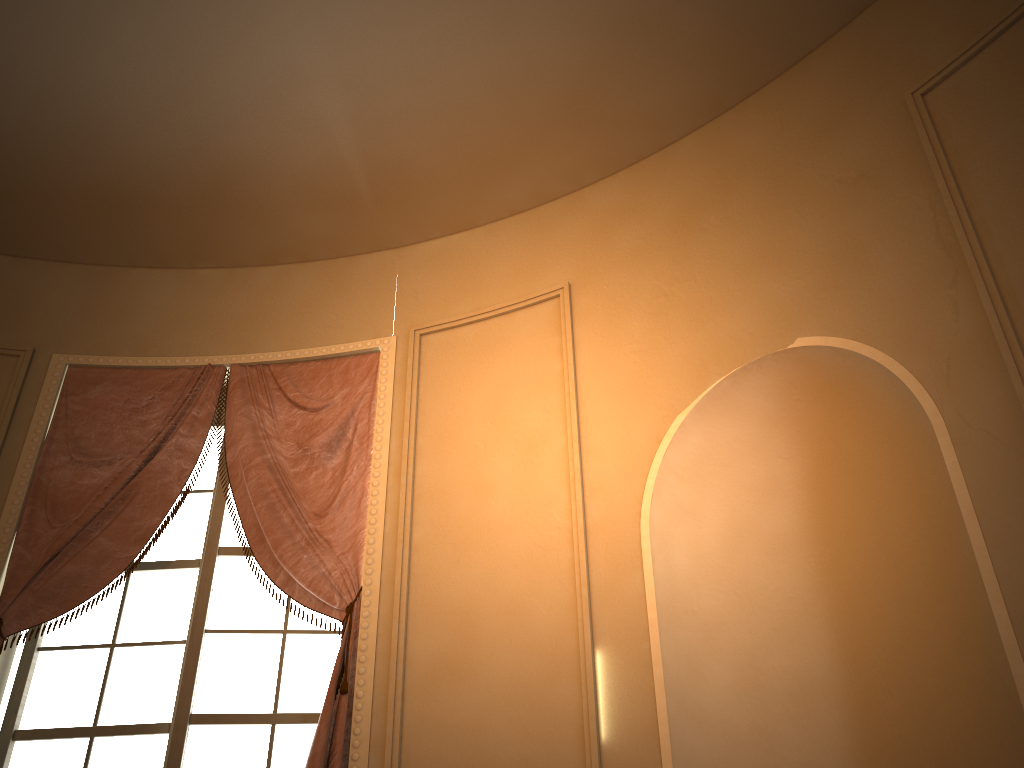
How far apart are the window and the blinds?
0.1m

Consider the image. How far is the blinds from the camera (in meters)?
3.14

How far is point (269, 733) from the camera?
3.05m

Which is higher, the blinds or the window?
the blinds

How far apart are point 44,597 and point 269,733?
0.9m

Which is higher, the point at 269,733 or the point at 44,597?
the point at 44,597

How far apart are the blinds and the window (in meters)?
0.09

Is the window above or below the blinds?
below

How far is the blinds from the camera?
3.14m
